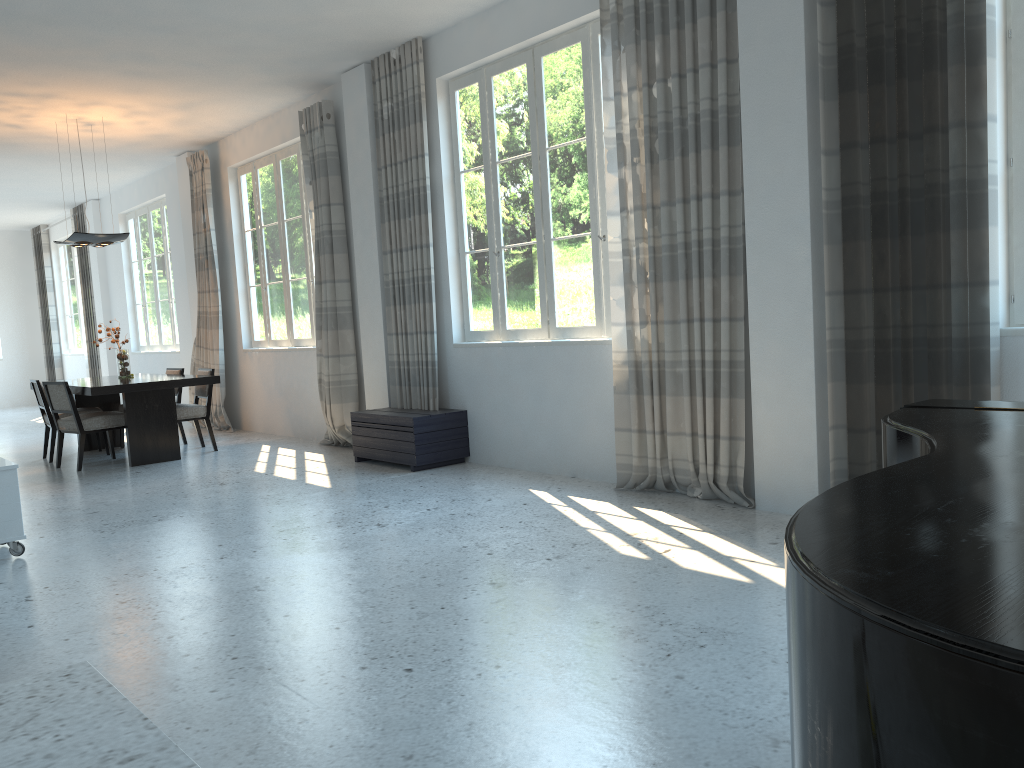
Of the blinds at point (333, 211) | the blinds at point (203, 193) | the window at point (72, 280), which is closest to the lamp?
the blinds at point (203, 193)

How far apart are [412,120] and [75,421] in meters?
3.9 m

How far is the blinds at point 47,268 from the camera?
15.79m

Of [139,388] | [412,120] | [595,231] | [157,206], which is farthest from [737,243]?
[157,206]

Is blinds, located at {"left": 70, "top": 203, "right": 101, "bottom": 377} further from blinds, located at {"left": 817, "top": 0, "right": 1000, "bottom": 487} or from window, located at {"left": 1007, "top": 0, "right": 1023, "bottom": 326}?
window, located at {"left": 1007, "top": 0, "right": 1023, "bottom": 326}

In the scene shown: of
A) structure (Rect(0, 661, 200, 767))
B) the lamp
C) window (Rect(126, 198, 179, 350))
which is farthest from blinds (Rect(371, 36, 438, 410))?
window (Rect(126, 198, 179, 350))

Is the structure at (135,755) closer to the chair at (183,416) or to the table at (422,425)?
the table at (422,425)

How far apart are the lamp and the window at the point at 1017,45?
7.5 meters

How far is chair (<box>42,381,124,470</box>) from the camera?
7.6 meters

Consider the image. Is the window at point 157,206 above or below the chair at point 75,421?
above
